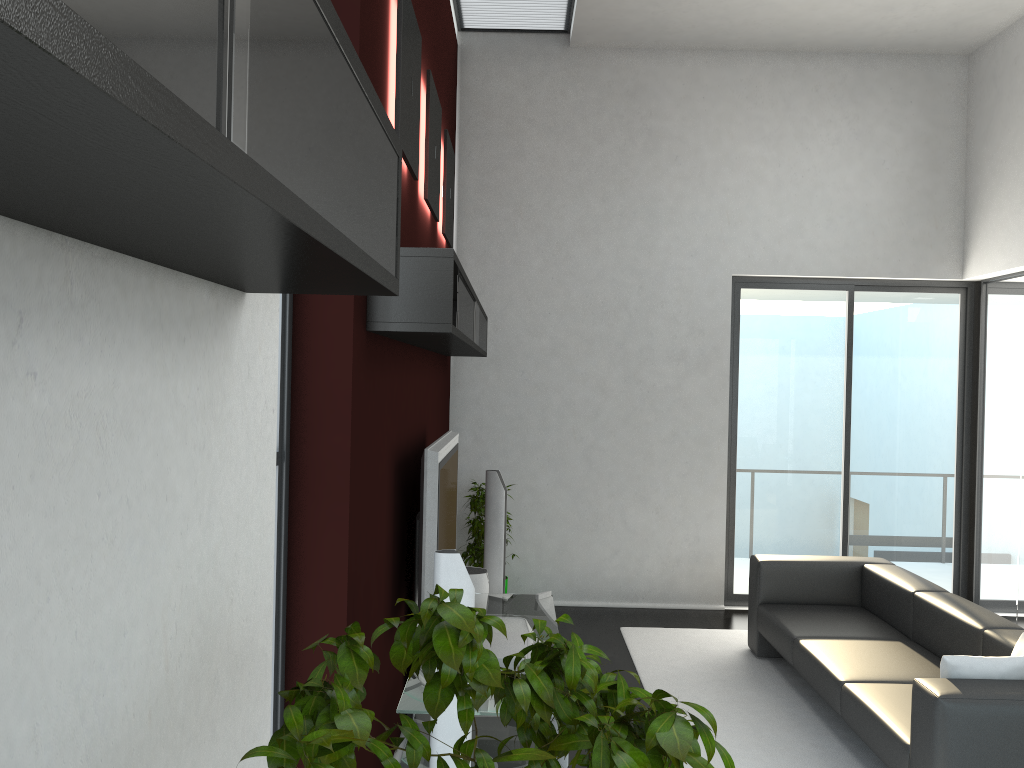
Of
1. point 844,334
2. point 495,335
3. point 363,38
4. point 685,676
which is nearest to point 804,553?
point 844,334

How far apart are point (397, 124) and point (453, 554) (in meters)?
1.70

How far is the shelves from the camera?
0.52m

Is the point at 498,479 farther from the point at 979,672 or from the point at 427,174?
the point at 979,672

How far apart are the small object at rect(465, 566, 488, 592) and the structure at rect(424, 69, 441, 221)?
2.34m

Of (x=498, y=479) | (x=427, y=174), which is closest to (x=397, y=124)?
(x=427, y=174)

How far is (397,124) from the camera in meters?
3.5

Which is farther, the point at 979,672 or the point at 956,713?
the point at 979,672

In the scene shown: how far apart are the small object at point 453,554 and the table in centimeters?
40cm

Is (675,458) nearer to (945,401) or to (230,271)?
(945,401)
